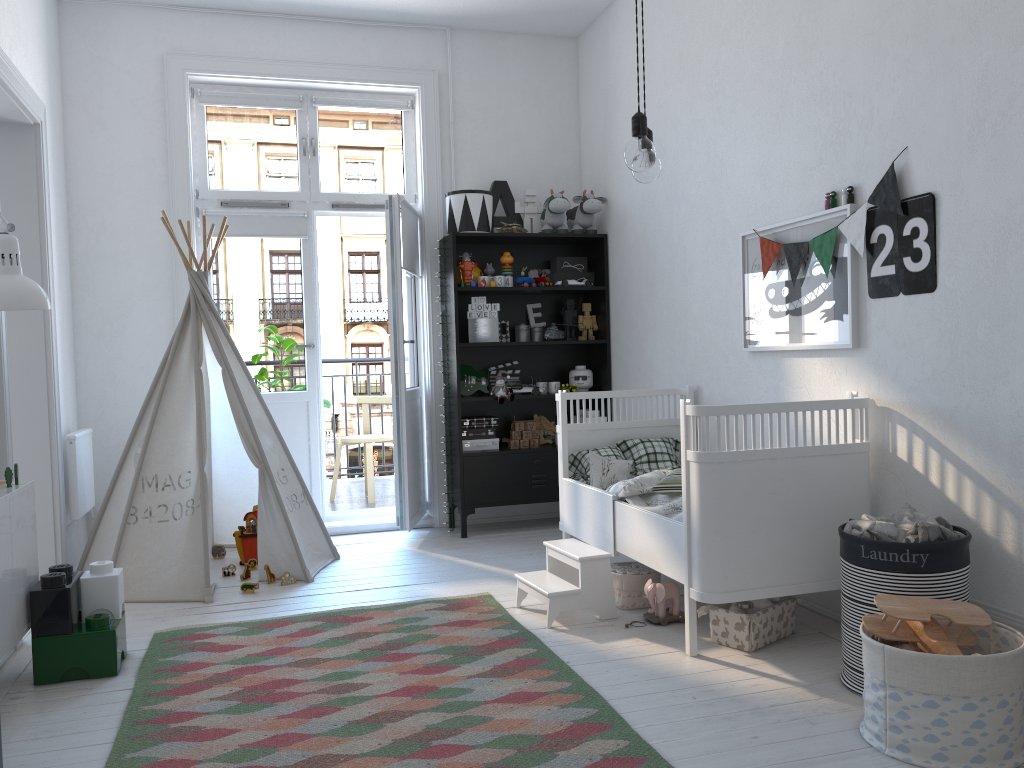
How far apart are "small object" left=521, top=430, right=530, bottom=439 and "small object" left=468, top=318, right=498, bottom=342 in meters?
0.6 m

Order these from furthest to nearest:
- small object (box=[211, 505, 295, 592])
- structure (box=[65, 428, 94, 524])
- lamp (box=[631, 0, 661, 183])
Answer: structure (box=[65, 428, 94, 524])
small object (box=[211, 505, 295, 592])
lamp (box=[631, 0, 661, 183])

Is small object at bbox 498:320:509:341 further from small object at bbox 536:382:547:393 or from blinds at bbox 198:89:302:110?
blinds at bbox 198:89:302:110

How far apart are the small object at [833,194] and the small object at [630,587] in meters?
1.5 m

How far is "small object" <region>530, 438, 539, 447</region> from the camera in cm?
506

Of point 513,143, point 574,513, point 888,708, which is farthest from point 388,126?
point 888,708

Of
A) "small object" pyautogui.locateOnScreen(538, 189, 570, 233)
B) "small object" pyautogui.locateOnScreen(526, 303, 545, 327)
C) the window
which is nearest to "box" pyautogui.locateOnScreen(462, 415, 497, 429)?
"small object" pyautogui.locateOnScreen(526, 303, 545, 327)

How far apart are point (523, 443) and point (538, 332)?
0.67m

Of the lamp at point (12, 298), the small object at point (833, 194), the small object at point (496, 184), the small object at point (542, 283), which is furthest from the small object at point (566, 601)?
the small object at point (496, 184)

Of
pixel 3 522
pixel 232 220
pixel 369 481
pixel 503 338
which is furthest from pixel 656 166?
pixel 369 481
